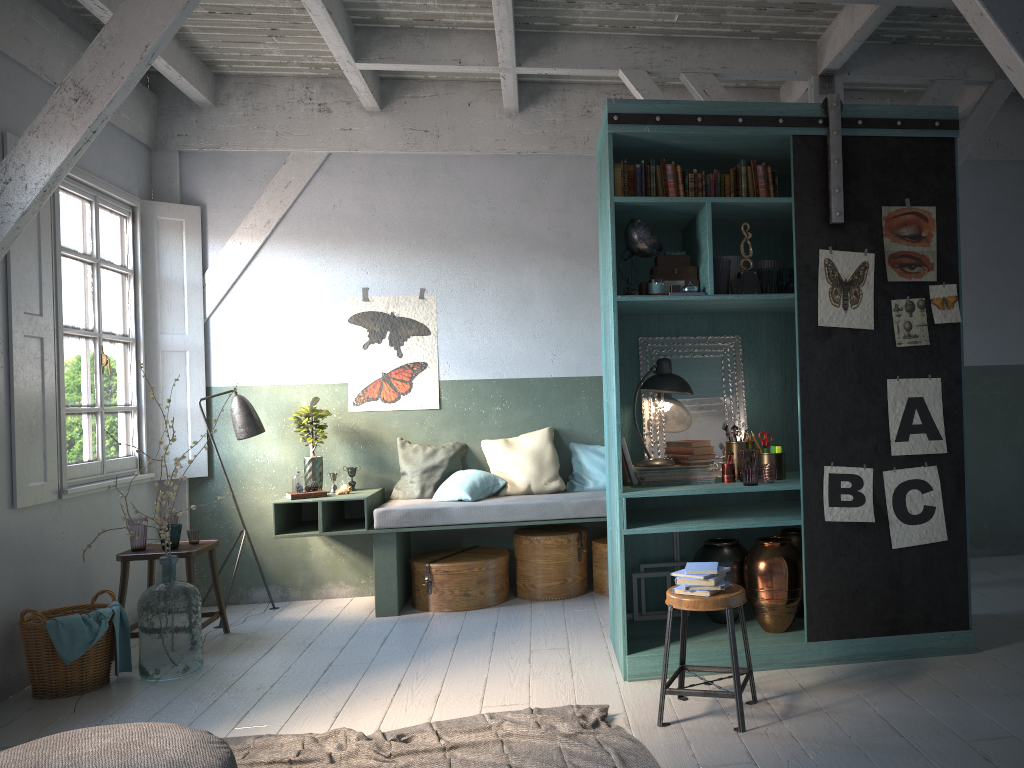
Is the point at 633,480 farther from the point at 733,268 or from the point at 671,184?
the point at 671,184

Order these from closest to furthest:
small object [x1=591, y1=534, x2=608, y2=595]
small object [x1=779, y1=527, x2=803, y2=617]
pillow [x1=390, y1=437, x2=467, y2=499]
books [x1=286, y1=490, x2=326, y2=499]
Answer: small object [x1=779, y1=527, x2=803, y2=617] < books [x1=286, y1=490, x2=326, y2=499] < small object [x1=591, y1=534, x2=608, y2=595] < pillow [x1=390, y1=437, x2=467, y2=499]

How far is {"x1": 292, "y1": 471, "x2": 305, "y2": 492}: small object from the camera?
7.11m

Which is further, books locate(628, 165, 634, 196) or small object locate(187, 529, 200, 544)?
small object locate(187, 529, 200, 544)

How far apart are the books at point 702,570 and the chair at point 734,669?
0.1 meters

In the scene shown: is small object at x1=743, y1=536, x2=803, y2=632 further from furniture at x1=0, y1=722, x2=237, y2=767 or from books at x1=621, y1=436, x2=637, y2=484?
furniture at x1=0, y1=722, x2=237, y2=767

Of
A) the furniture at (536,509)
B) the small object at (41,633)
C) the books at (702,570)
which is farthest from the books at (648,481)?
the small object at (41,633)

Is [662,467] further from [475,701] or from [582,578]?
[582,578]

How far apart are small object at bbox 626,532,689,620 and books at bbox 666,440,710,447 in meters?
0.8

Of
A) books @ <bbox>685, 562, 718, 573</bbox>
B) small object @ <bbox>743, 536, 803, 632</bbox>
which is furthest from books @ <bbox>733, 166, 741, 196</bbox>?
books @ <bbox>685, 562, 718, 573</bbox>
